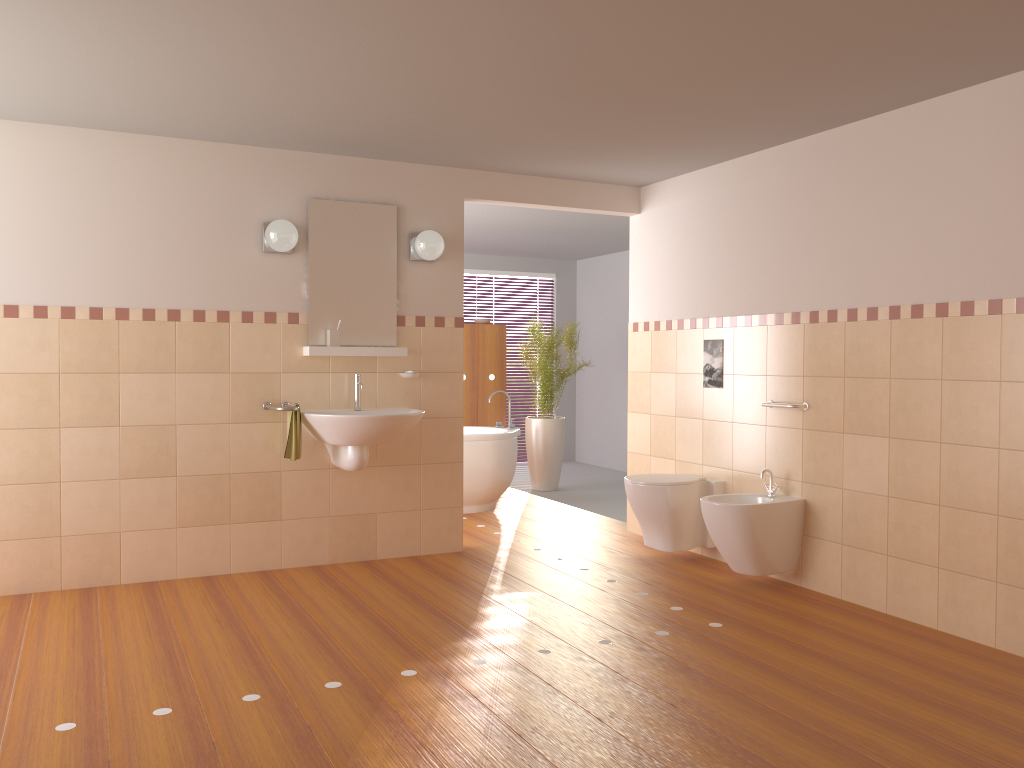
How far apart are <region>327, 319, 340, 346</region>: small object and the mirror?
0.1m

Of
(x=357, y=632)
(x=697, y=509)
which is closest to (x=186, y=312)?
(x=357, y=632)

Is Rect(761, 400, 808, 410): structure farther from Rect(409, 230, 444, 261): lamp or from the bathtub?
the bathtub

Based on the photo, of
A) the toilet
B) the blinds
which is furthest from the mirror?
the blinds

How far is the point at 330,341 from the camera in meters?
4.8

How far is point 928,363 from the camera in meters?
3.8 m

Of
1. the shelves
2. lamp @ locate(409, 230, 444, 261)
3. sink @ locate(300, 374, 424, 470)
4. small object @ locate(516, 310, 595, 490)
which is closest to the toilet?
sink @ locate(300, 374, 424, 470)

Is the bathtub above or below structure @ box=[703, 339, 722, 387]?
below

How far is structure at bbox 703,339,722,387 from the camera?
5.1m

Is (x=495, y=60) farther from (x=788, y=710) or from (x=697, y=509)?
(x=697, y=509)
